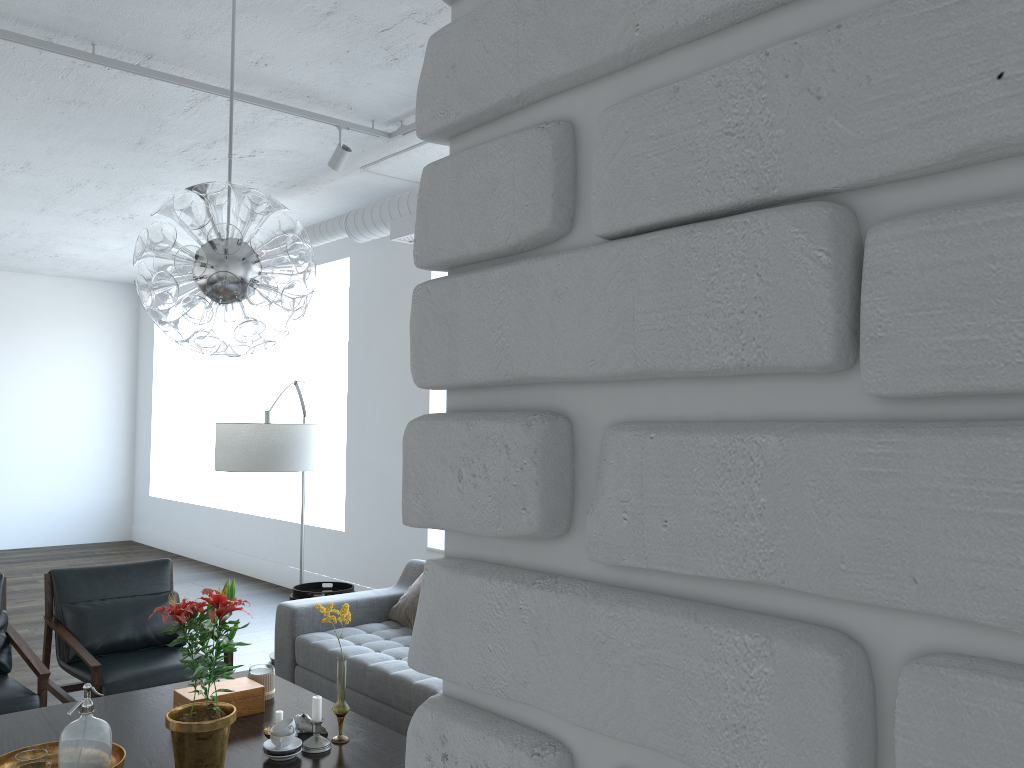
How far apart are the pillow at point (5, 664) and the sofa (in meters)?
1.24

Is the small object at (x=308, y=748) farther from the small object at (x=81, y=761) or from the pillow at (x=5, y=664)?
the pillow at (x=5, y=664)

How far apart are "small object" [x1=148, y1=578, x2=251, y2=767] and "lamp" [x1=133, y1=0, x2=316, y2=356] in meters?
0.7

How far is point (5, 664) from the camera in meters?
4.2 m

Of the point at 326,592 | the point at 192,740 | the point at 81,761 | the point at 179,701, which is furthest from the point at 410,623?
the point at 81,761

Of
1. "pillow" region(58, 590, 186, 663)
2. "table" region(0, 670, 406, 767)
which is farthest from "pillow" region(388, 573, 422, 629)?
"pillow" region(58, 590, 186, 663)

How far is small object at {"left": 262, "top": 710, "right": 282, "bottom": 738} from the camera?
3.0 meters

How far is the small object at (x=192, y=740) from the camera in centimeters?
263cm

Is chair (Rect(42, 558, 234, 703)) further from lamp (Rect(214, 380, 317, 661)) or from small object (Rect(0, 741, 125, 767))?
small object (Rect(0, 741, 125, 767))

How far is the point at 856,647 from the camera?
0.3m
